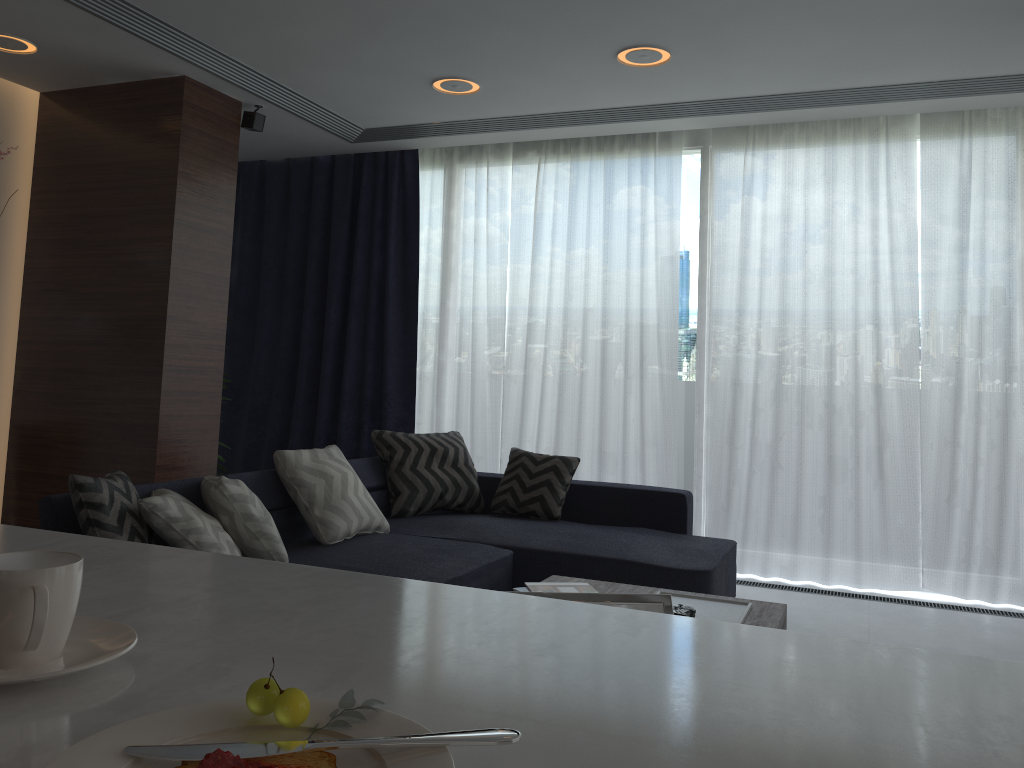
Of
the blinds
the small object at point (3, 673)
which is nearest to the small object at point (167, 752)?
the small object at point (3, 673)

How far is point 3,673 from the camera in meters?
0.7 m

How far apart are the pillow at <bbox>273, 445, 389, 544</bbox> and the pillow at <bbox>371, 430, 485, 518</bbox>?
0.5m

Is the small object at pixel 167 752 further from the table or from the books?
the books

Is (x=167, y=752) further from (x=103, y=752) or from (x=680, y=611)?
(x=680, y=611)

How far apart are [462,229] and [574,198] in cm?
81

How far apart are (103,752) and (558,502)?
4.1 meters

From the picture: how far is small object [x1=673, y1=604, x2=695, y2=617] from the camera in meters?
2.6 m

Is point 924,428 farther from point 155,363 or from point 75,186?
point 75,186

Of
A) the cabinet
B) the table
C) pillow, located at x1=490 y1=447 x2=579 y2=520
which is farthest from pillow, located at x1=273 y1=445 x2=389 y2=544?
the cabinet
